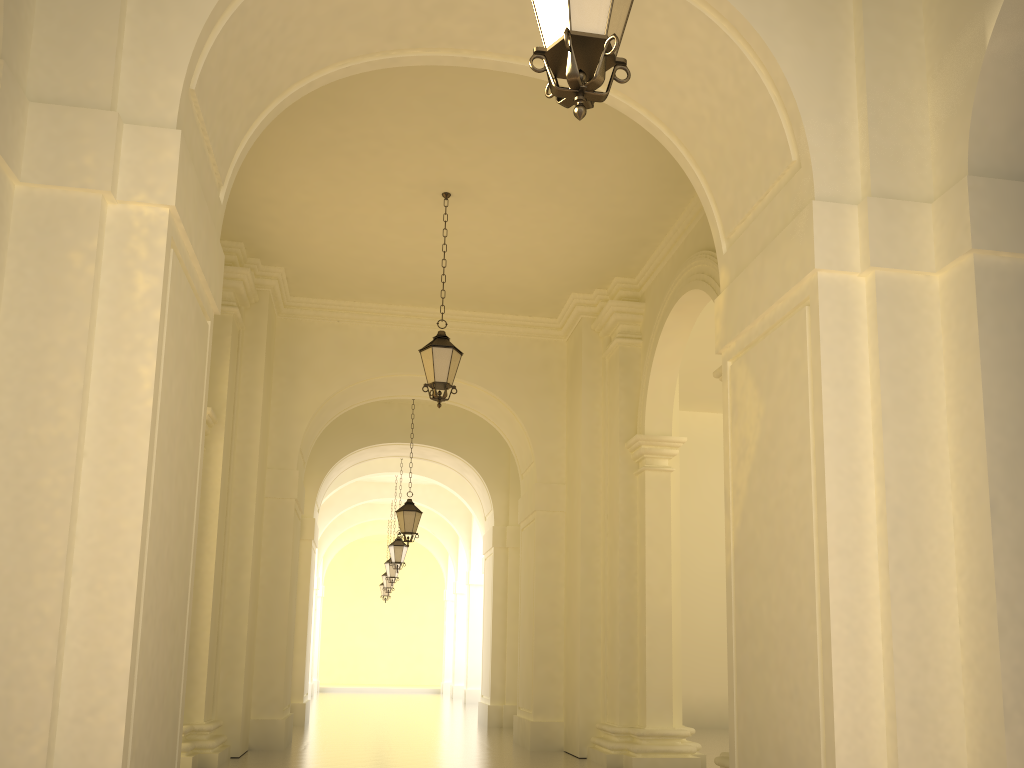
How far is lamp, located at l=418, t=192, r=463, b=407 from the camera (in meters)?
9.76

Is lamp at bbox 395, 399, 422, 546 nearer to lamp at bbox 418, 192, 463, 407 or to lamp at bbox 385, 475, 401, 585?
lamp at bbox 418, 192, 463, 407

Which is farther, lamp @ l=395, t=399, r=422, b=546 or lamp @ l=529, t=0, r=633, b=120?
lamp @ l=395, t=399, r=422, b=546

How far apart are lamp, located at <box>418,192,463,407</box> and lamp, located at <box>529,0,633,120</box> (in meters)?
6.29

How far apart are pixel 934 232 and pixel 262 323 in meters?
9.3 m

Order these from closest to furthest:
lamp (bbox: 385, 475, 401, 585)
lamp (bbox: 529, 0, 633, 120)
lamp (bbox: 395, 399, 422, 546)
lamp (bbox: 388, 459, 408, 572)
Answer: lamp (bbox: 529, 0, 633, 120)
lamp (bbox: 395, 399, 422, 546)
lamp (bbox: 388, 459, 408, 572)
lamp (bbox: 385, 475, 401, 585)

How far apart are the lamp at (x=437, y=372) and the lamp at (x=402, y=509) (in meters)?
6.19

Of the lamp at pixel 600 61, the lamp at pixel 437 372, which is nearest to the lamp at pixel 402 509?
the lamp at pixel 437 372

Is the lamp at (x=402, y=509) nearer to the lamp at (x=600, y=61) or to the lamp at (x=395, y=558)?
the lamp at (x=395, y=558)

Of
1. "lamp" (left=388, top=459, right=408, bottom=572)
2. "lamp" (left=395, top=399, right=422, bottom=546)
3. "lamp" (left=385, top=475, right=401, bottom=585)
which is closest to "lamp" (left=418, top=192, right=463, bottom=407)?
"lamp" (left=395, top=399, right=422, bottom=546)
